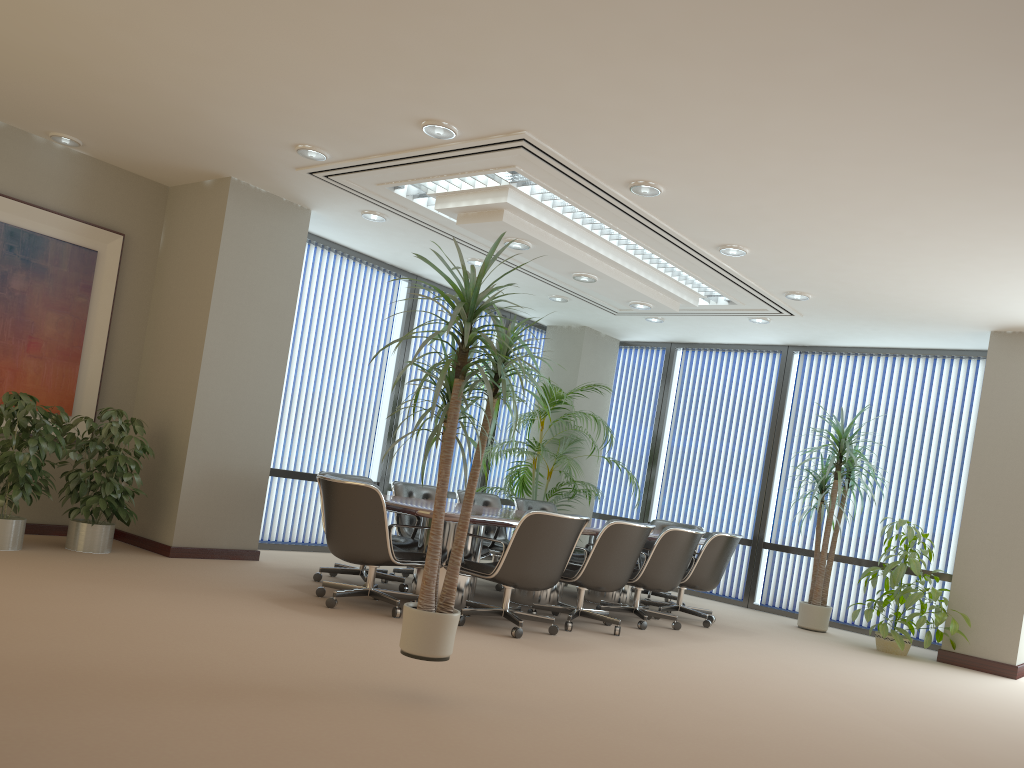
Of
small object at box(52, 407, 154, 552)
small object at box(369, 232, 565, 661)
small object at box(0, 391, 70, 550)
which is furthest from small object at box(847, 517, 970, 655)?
small object at box(0, 391, 70, 550)

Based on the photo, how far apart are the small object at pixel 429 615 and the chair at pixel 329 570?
2.9 meters

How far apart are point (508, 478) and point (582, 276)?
2.93m

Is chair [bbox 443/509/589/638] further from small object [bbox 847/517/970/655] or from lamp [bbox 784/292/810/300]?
small object [bbox 847/517/970/655]

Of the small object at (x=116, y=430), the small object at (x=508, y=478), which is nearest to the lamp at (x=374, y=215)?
the small object at (x=116, y=430)

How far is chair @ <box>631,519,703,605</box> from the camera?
8.9m

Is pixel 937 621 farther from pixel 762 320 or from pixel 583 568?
pixel 583 568

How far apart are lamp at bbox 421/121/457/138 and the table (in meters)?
2.36

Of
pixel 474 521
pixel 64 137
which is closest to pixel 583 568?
pixel 474 521

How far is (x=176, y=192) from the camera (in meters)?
7.63
